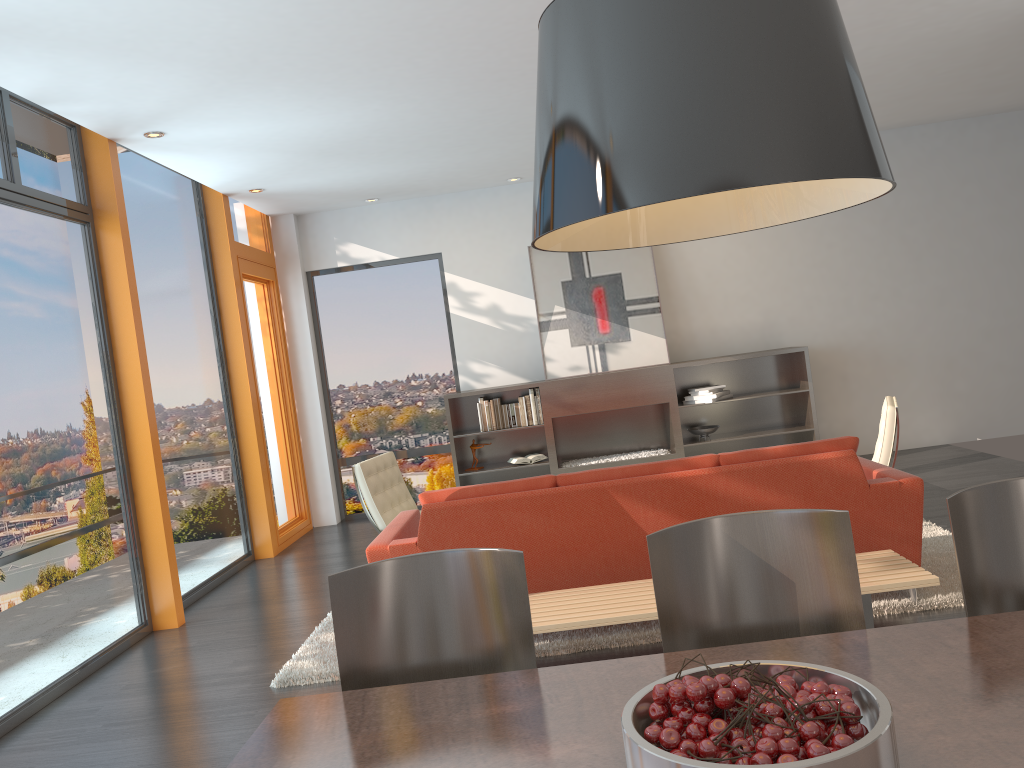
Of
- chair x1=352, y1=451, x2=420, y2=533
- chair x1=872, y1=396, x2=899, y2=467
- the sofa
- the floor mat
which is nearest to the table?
the sofa

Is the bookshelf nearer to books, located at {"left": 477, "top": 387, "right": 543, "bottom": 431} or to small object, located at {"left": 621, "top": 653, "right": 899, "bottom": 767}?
books, located at {"left": 477, "top": 387, "right": 543, "bottom": 431}

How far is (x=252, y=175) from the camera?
7.1m

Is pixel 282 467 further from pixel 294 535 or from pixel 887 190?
pixel 887 190

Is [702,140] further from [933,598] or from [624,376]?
[624,376]

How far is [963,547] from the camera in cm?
207

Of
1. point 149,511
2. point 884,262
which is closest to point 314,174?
point 149,511

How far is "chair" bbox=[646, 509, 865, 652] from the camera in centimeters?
209cm

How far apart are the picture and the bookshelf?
0.26m

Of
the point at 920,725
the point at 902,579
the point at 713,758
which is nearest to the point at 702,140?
the point at 713,758
